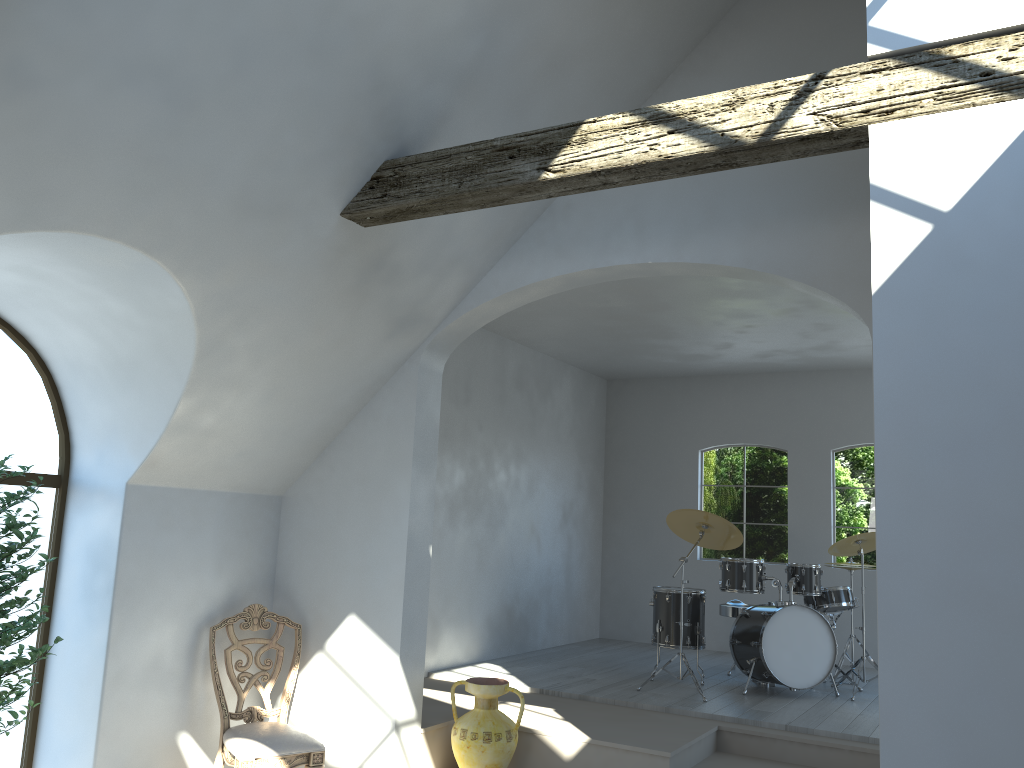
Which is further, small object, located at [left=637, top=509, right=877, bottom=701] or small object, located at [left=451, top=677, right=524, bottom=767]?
small object, located at [left=637, top=509, right=877, bottom=701]

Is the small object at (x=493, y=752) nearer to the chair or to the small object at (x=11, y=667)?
the chair

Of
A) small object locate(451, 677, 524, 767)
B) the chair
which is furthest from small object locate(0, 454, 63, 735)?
small object locate(451, 677, 524, 767)

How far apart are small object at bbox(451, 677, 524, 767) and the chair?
0.8 meters

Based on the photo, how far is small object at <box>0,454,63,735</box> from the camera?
4.1m

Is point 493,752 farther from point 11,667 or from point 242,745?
point 11,667

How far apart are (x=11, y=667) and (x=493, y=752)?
2.56m

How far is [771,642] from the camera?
6.73m

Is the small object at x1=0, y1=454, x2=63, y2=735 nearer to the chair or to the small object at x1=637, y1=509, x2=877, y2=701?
the chair

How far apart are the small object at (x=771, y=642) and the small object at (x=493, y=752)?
1.9 meters
